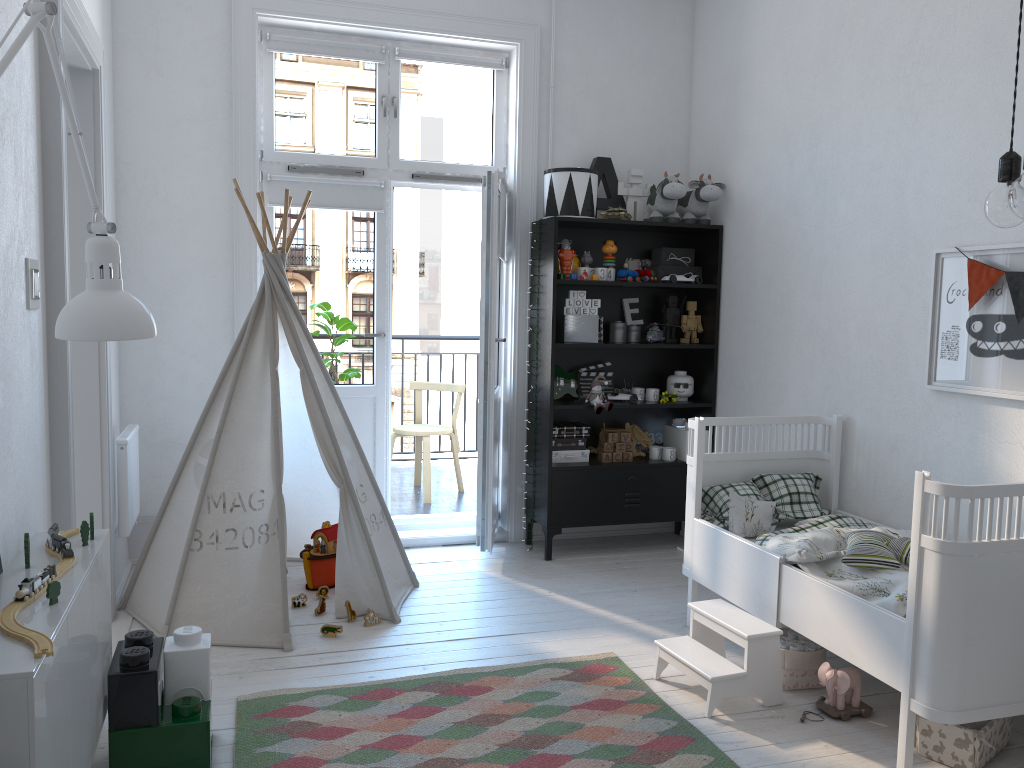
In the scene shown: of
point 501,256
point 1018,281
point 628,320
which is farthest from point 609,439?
point 1018,281

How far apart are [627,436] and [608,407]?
0.27m

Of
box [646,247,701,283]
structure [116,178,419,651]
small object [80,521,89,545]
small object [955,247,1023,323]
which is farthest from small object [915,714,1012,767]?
box [646,247,701,283]

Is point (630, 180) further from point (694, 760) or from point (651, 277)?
point (694, 760)

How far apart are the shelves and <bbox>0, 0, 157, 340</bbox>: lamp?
2.6 meters

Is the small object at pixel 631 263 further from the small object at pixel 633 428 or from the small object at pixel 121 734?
the small object at pixel 121 734

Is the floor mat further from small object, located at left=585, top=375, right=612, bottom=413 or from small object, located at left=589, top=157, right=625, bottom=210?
small object, located at left=589, top=157, right=625, bottom=210

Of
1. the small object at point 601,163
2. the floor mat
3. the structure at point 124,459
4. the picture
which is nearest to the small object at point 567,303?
the small object at point 601,163

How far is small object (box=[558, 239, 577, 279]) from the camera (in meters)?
4.33

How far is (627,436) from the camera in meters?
4.5
